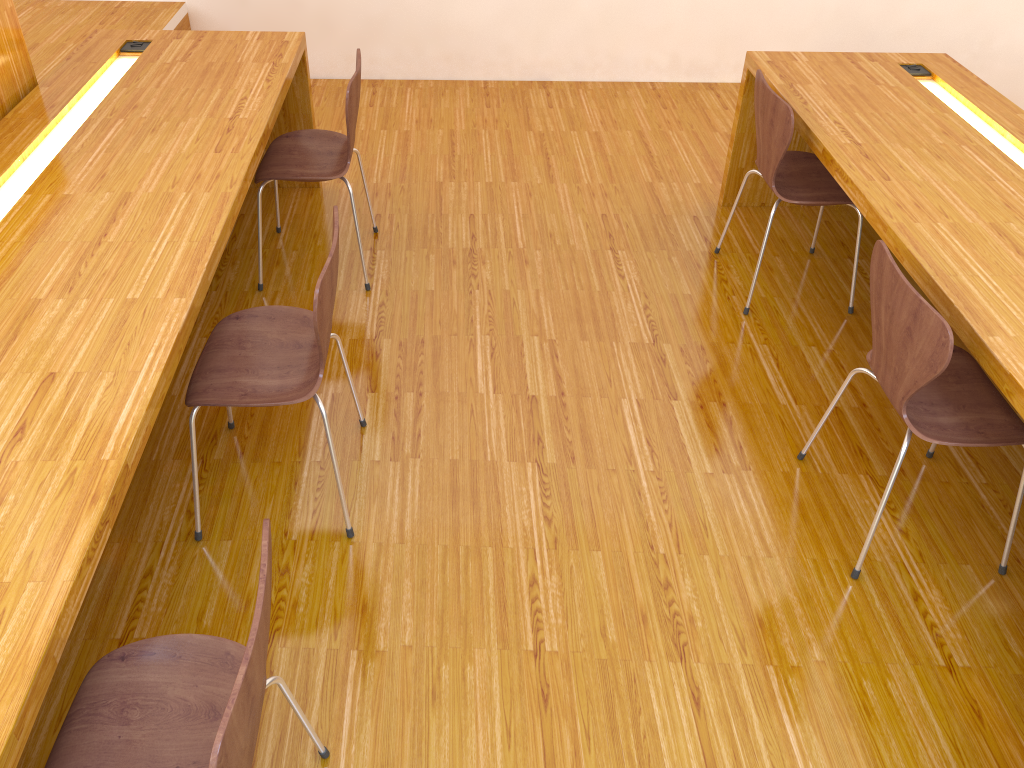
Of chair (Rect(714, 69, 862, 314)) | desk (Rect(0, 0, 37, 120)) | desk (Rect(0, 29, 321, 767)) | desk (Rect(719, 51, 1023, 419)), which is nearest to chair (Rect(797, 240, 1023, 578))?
desk (Rect(719, 51, 1023, 419))

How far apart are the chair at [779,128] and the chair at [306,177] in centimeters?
125cm

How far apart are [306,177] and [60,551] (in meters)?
1.72

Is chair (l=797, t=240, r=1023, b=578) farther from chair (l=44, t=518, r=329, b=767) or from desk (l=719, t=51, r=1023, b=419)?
chair (l=44, t=518, r=329, b=767)

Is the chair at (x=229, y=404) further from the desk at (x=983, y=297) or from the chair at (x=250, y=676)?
the desk at (x=983, y=297)

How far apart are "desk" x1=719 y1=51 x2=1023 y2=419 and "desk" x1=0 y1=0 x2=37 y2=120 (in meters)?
2.41

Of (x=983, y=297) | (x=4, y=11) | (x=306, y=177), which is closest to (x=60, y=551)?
(x=306, y=177)

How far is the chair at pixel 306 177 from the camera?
2.8 meters

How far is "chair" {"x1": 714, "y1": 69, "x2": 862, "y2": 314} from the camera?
2.7 meters

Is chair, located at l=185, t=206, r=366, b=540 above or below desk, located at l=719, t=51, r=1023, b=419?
below
